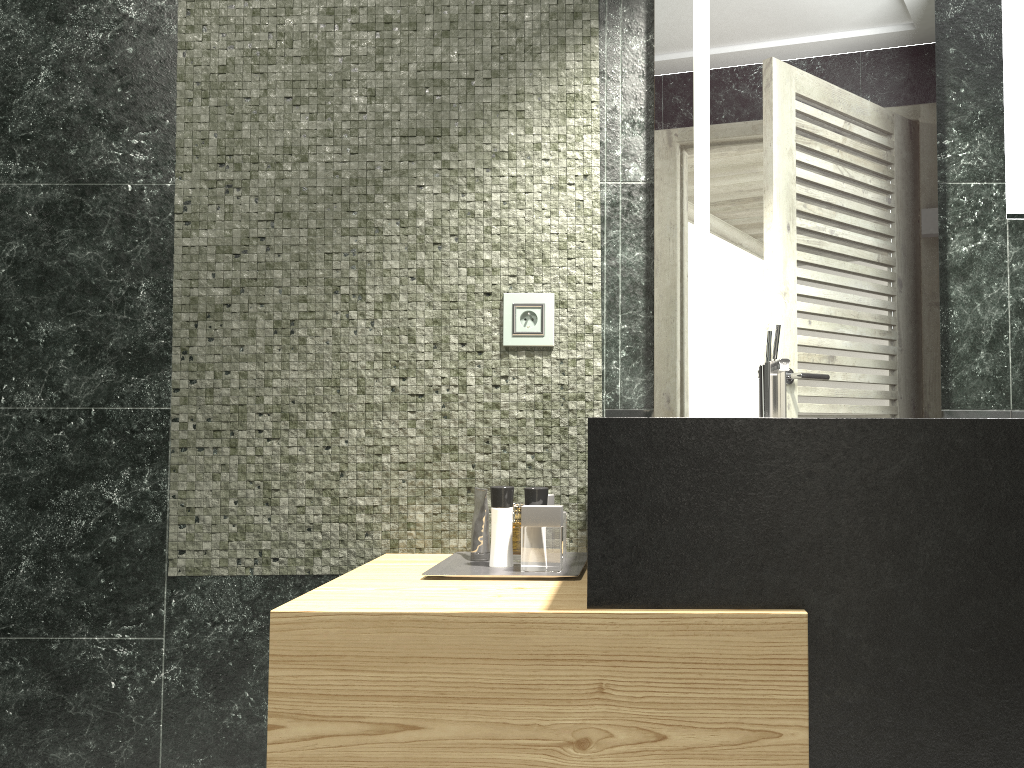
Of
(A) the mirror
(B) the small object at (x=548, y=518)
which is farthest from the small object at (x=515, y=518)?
(A) the mirror

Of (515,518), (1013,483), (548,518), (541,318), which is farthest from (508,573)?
(515,518)

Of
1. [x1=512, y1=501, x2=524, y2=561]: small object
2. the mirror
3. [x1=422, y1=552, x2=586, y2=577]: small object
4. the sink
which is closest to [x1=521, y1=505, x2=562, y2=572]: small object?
[x1=422, y1=552, x2=586, y2=577]: small object

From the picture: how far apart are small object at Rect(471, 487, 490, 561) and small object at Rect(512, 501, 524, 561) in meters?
6.5 m

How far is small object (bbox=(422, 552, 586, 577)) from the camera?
1.8 meters

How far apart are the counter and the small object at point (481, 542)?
0.11m

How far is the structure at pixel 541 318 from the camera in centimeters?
212cm

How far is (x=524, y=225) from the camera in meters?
2.1

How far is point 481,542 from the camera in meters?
2.0 m

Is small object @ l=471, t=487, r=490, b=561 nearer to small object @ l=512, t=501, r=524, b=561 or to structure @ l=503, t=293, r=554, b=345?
structure @ l=503, t=293, r=554, b=345
